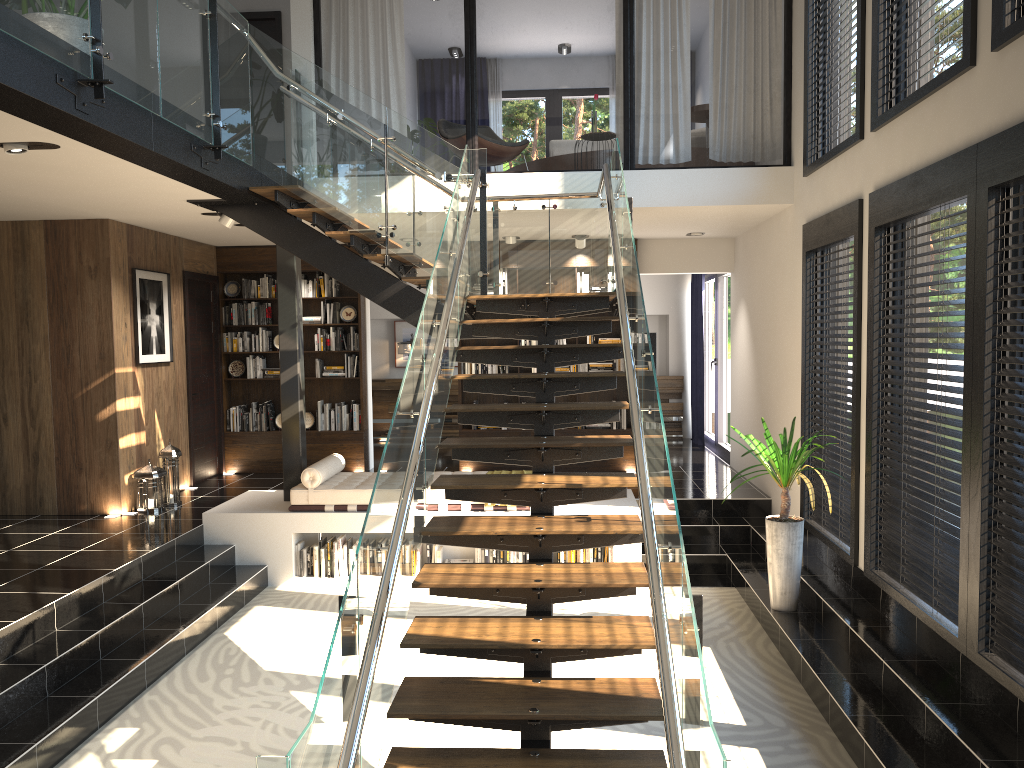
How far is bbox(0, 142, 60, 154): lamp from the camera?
4.9 meters

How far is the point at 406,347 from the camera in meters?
13.7

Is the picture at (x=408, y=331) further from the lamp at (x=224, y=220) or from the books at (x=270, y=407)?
the lamp at (x=224, y=220)

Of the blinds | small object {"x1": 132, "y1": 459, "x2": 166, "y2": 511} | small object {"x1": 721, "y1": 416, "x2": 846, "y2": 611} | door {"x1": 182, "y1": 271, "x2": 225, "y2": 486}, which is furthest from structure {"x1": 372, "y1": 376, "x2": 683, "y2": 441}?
small object {"x1": 721, "y1": 416, "x2": 846, "y2": 611}

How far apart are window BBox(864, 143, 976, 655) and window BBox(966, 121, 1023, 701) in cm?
6

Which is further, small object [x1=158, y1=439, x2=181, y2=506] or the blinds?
the blinds

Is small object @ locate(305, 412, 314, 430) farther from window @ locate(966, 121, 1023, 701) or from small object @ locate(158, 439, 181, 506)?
window @ locate(966, 121, 1023, 701)

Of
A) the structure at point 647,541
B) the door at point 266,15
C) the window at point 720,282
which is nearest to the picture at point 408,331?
the window at point 720,282

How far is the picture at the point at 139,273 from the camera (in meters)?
8.49

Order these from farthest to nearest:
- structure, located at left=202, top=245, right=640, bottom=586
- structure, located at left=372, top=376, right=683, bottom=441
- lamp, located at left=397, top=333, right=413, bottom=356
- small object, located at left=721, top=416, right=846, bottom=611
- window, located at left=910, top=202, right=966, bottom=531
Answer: lamp, located at left=397, top=333, right=413, bottom=356 < structure, located at left=372, top=376, right=683, bottom=441 < structure, located at left=202, top=245, right=640, bottom=586 < small object, located at left=721, top=416, right=846, bottom=611 < window, located at left=910, top=202, right=966, bottom=531
